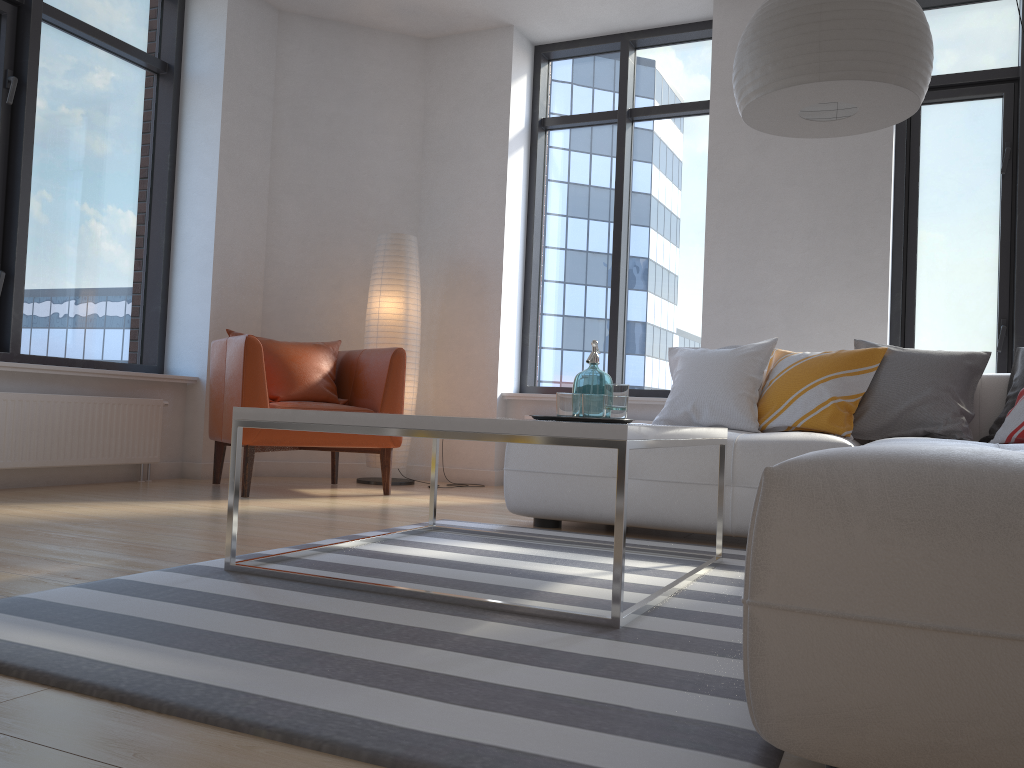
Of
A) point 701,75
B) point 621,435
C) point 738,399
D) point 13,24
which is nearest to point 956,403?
point 738,399

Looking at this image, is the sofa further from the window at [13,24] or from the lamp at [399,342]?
the window at [13,24]

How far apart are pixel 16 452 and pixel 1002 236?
5.24m

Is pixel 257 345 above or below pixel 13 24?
below

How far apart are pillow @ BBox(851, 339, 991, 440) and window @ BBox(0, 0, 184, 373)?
3.9 meters

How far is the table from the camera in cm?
190

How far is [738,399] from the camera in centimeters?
385cm

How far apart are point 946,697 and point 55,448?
4.3m

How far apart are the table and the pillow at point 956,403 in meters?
1.1 m

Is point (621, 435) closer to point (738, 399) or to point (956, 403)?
point (738, 399)
